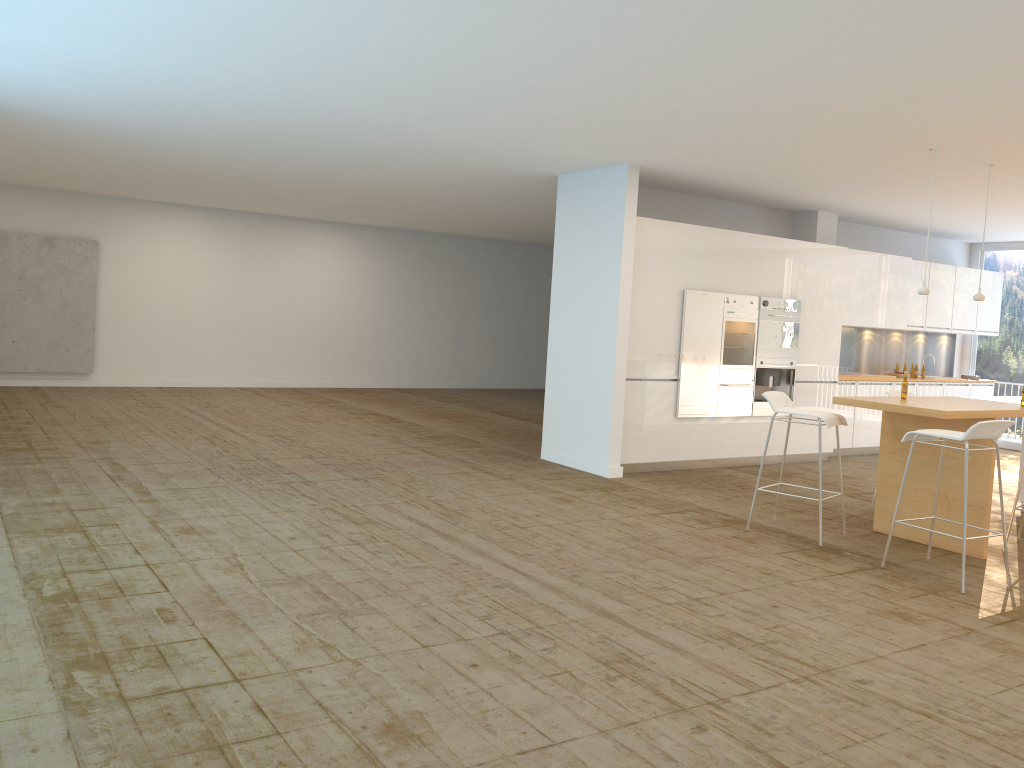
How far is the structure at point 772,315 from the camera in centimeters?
968cm

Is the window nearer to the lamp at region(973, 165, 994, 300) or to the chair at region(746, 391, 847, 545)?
the lamp at region(973, 165, 994, 300)

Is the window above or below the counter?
above

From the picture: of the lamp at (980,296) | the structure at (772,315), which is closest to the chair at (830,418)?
the lamp at (980,296)

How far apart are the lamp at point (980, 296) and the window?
6.36m

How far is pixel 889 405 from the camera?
6.1 meters

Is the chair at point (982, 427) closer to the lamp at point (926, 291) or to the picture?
the lamp at point (926, 291)

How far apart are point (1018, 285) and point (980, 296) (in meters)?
6.43

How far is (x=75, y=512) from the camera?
6.0 meters

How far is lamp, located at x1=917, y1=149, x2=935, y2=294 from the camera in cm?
697
